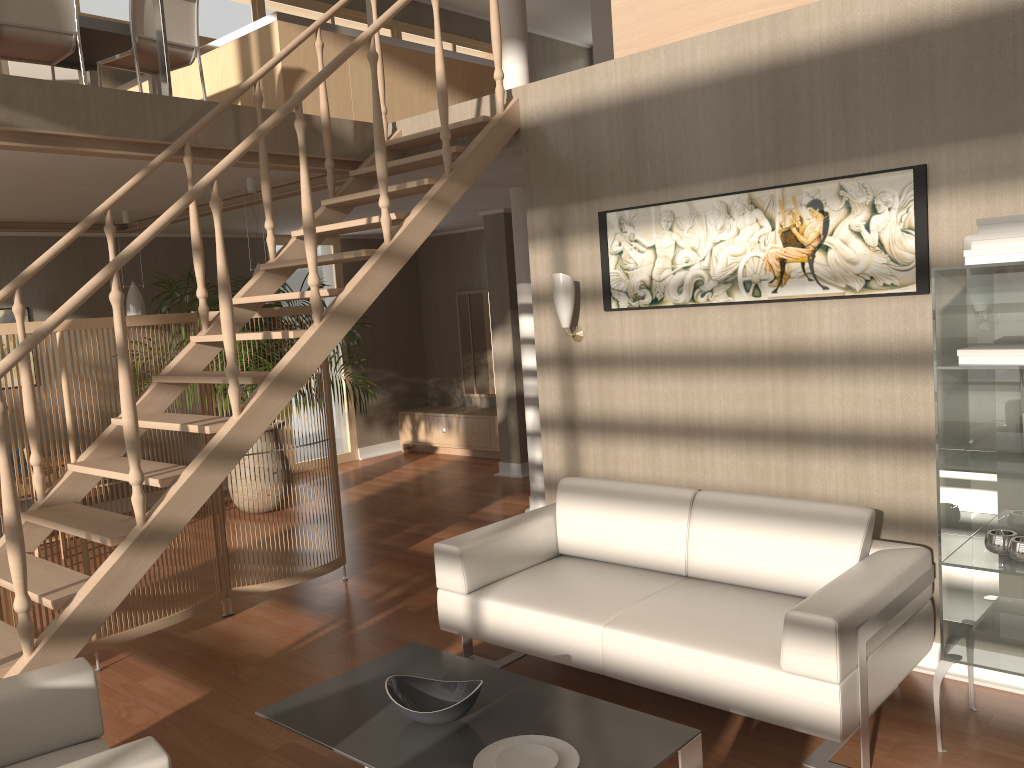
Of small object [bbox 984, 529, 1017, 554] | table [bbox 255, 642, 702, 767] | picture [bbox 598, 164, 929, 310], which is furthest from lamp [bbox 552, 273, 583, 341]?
small object [bbox 984, 529, 1017, 554]

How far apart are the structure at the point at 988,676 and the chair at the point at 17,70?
3.2m

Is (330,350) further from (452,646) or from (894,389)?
(894,389)

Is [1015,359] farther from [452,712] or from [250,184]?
[250,184]

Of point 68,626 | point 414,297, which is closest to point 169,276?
point 414,297

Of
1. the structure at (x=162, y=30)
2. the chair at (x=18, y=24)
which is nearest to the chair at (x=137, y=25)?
the chair at (x=18, y=24)

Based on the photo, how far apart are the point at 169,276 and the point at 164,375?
4.2 meters

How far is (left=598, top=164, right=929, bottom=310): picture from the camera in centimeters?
345cm

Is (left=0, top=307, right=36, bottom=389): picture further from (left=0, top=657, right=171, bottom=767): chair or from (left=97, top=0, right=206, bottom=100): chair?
(left=0, top=657, right=171, bottom=767): chair

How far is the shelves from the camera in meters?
2.9
